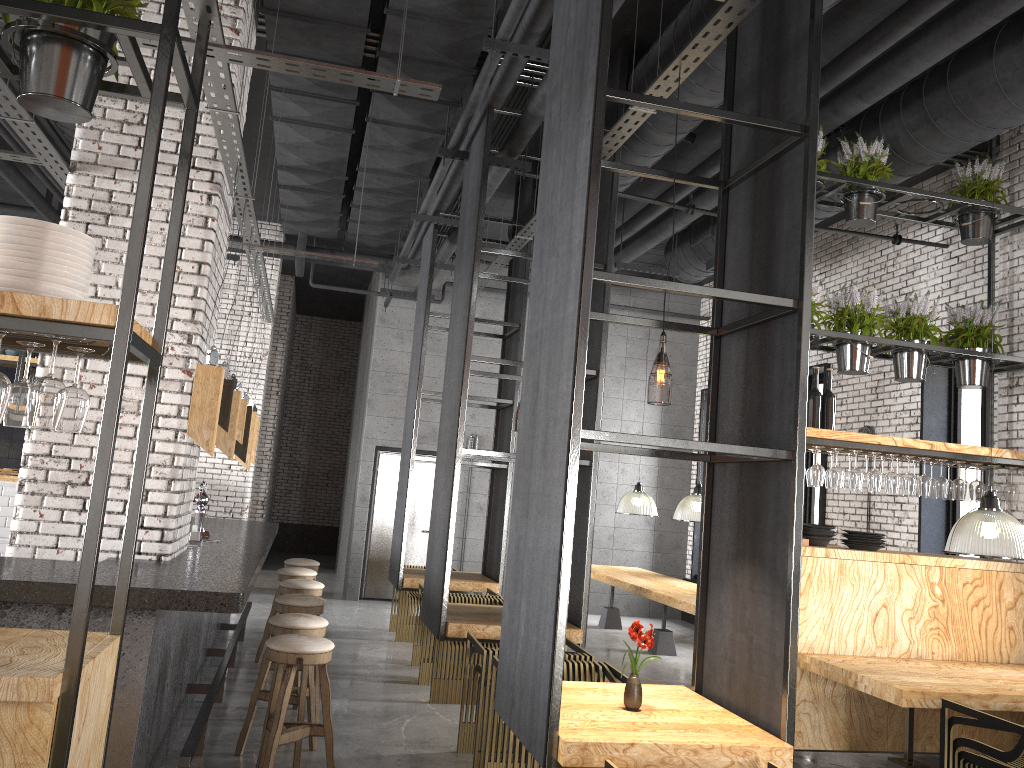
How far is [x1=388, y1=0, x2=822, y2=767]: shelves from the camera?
3.4 meters

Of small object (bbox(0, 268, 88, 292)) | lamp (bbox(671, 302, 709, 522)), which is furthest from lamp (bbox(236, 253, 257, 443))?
lamp (bbox(671, 302, 709, 522))

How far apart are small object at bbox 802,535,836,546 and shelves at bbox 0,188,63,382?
9.4m

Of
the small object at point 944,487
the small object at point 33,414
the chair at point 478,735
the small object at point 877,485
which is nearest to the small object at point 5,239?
the small object at point 33,414

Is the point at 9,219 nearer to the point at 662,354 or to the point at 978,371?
the point at 662,354

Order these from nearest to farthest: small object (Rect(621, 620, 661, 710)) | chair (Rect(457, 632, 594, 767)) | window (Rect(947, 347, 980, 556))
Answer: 1. small object (Rect(621, 620, 661, 710))
2. chair (Rect(457, 632, 594, 767))
3. window (Rect(947, 347, 980, 556))

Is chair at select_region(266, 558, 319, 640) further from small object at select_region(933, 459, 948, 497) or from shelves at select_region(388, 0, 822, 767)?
small object at select_region(933, 459, 948, 497)

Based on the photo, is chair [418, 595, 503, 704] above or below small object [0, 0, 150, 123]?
below

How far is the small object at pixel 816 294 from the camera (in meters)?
6.18

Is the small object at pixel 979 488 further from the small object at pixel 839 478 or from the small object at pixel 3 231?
the small object at pixel 3 231
